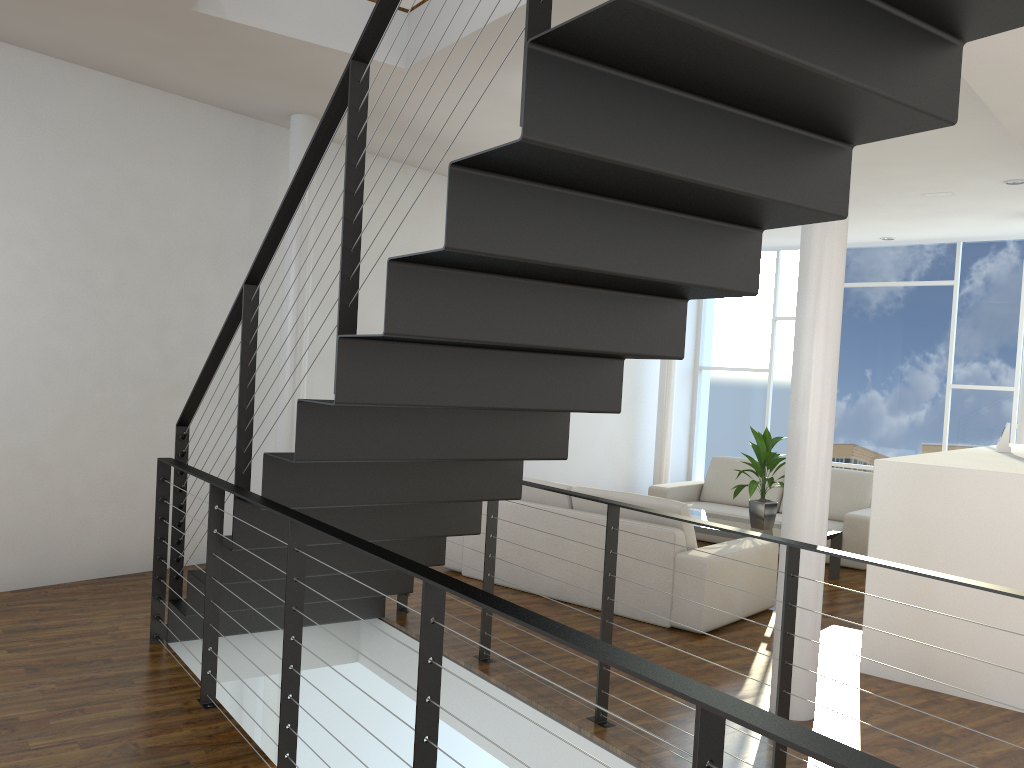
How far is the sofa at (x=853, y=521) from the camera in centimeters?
554cm

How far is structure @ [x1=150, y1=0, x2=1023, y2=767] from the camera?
1.6m

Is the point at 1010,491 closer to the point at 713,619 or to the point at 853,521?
the point at 713,619

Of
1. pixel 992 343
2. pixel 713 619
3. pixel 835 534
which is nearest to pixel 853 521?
pixel 835 534

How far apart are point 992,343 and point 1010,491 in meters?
4.6

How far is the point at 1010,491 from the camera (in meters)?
3.17

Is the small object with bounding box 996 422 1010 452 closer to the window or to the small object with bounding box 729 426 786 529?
the small object with bounding box 729 426 786 529

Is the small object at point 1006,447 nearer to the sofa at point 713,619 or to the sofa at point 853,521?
the sofa at point 853,521

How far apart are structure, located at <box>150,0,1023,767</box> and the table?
2.0m

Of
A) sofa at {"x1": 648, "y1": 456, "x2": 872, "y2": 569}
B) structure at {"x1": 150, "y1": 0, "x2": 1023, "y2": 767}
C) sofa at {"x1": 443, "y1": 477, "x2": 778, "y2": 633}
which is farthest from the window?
structure at {"x1": 150, "y1": 0, "x2": 1023, "y2": 767}
